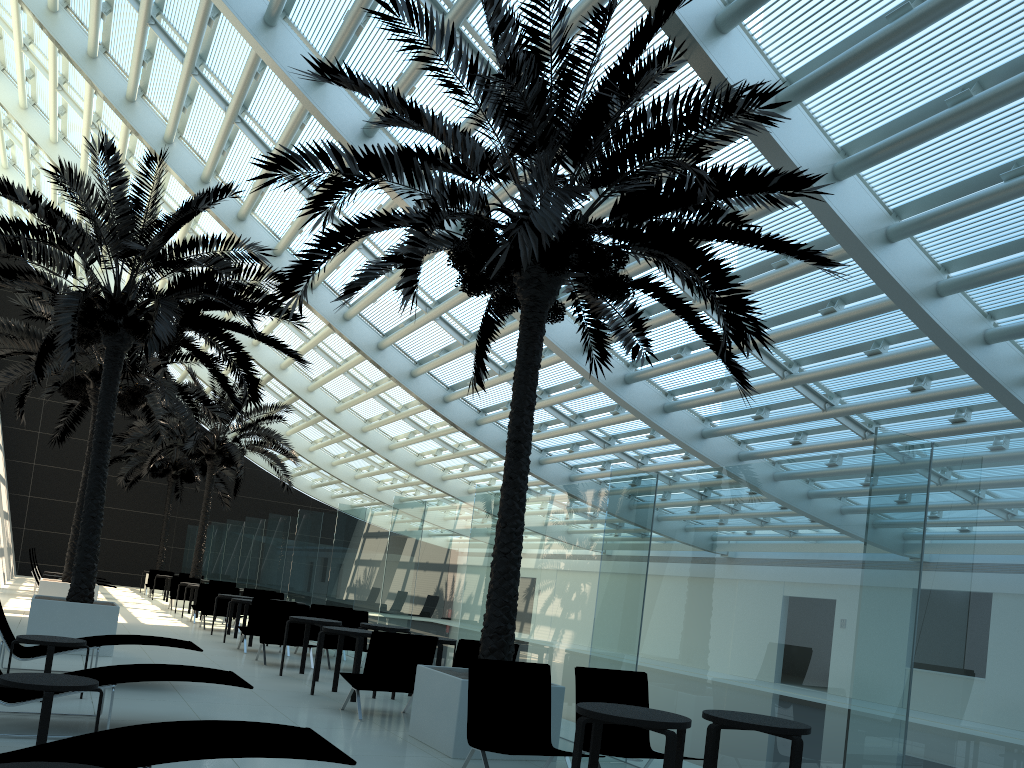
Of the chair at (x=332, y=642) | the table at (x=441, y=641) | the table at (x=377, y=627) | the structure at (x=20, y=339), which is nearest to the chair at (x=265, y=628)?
the chair at (x=332, y=642)

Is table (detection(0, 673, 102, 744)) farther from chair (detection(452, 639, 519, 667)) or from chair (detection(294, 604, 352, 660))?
chair (detection(294, 604, 352, 660))

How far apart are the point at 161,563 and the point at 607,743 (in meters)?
28.45

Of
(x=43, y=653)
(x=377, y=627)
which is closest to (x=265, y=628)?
(x=377, y=627)

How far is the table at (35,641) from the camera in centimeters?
723cm

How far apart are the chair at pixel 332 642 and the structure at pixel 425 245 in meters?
4.9

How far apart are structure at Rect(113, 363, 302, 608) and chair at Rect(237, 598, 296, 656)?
9.94m

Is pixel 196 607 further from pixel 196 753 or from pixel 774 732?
pixel 774 732

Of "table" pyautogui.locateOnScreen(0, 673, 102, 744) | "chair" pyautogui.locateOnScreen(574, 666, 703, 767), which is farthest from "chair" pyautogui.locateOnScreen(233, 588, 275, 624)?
"table" pyautogui.locateOnScreen(0, 673, 102, 744)

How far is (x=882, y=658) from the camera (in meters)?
5.13
